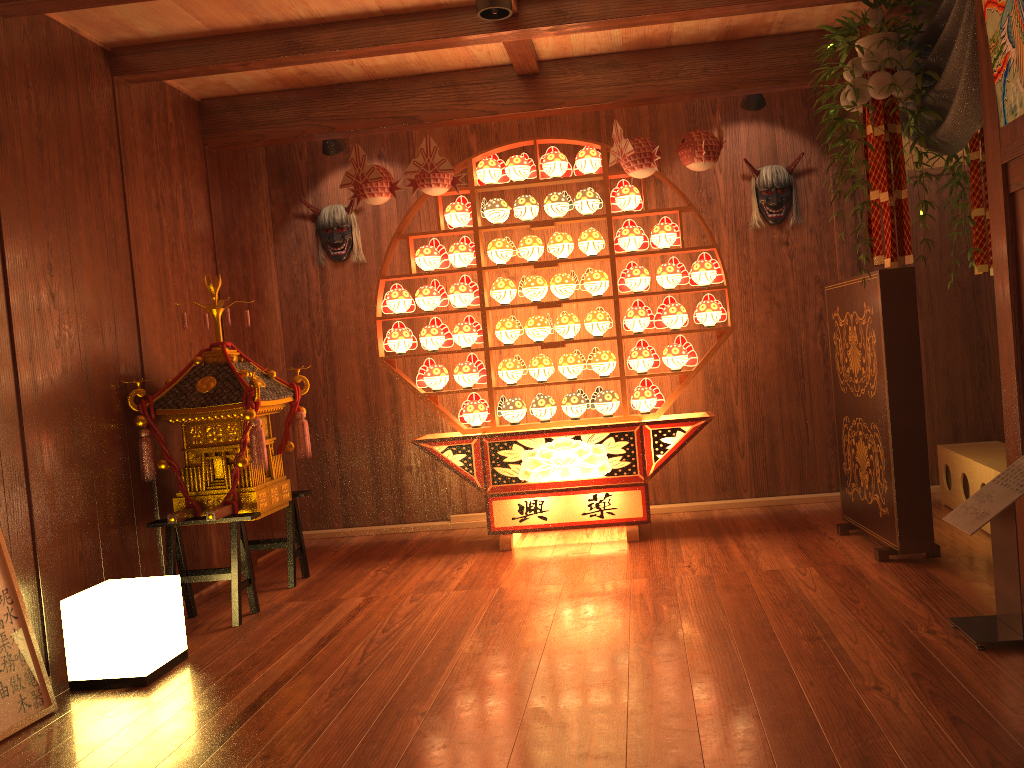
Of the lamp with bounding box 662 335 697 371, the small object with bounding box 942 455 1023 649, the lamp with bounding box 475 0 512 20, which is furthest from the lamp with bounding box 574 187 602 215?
the small object with bounding box 942 455 1023 649

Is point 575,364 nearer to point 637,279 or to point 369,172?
point 637,279

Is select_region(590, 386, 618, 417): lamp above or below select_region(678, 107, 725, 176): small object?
below

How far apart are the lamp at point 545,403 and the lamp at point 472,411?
0.3 meters

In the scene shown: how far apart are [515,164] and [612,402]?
1.4m

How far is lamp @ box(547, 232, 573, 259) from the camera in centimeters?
478cm

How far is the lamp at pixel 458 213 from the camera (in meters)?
4.85

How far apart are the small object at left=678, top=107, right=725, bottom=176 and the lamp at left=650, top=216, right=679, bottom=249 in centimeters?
36cm

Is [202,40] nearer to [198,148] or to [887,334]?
[198,148]

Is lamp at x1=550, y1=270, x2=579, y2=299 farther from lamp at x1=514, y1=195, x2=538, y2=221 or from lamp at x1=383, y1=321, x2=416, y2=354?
lamp at x1=383, y1=321, x2=416, y2=354
